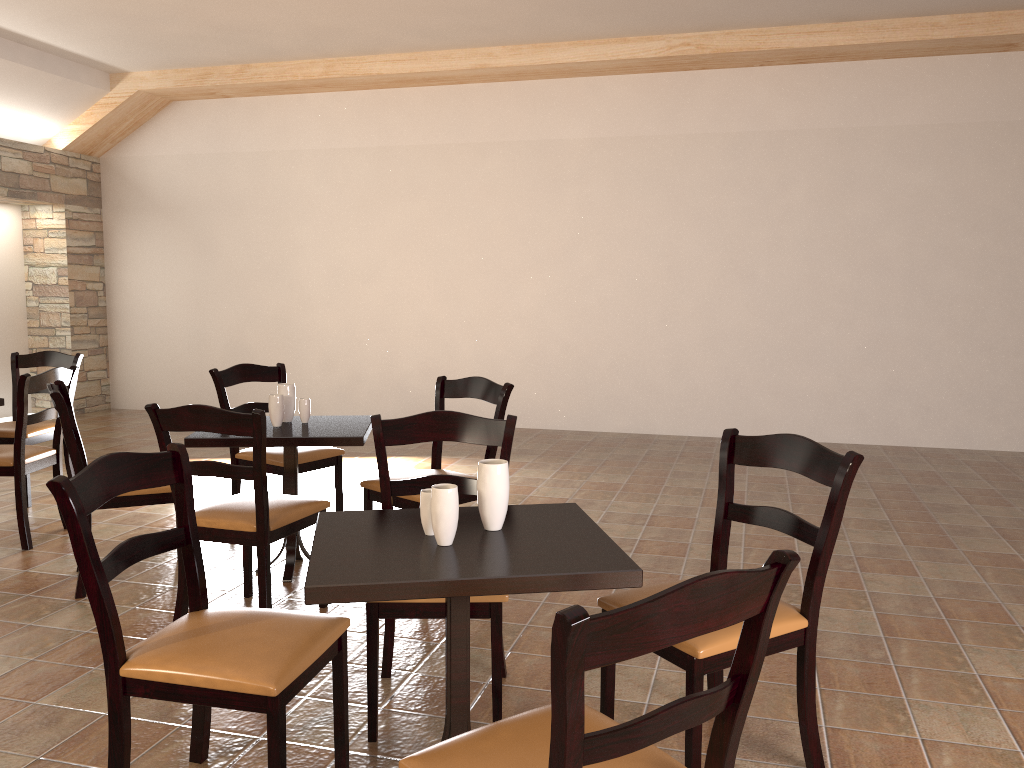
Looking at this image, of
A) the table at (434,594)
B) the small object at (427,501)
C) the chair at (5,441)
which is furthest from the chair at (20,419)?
the small object at (427,501)

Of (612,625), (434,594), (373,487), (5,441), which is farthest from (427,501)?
(5,441)

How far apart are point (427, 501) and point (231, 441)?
1.7m

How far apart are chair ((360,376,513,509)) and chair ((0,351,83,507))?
2.4m

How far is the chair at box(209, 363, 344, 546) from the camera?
4.3 meters

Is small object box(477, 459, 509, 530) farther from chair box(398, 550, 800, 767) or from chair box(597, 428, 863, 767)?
chair box(398, 550, 800, 767)

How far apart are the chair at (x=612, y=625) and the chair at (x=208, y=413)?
1.6 meters

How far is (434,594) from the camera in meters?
1.8 m

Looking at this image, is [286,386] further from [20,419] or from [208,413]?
[20,419]

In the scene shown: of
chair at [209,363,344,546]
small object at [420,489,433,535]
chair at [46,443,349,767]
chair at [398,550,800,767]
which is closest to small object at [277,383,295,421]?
chair at [209,363,344,546]
